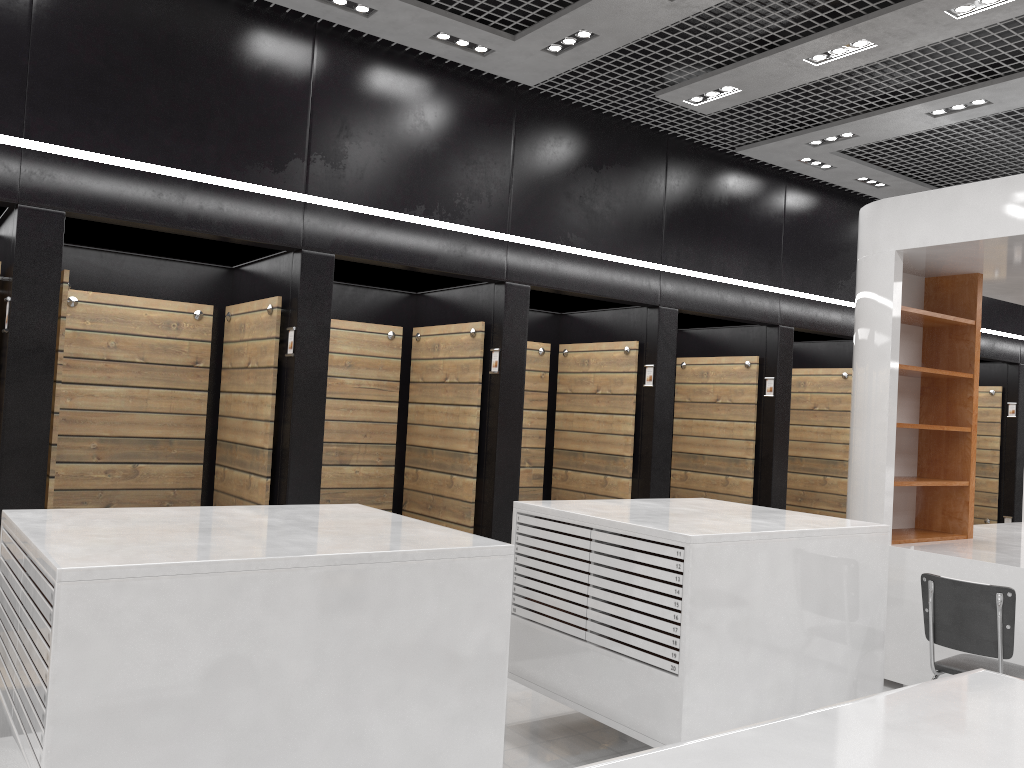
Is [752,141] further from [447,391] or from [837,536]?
[837,536]

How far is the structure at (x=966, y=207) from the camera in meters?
5.7

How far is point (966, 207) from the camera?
5.7m

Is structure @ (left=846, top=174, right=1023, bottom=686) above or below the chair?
above

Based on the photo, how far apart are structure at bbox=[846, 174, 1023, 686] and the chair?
0.8m

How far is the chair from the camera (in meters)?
4.24

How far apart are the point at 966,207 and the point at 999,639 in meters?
2.8

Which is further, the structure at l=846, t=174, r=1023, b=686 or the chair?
the structure at l=846, t=174, r=1023, b=686

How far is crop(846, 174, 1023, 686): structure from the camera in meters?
5.7
